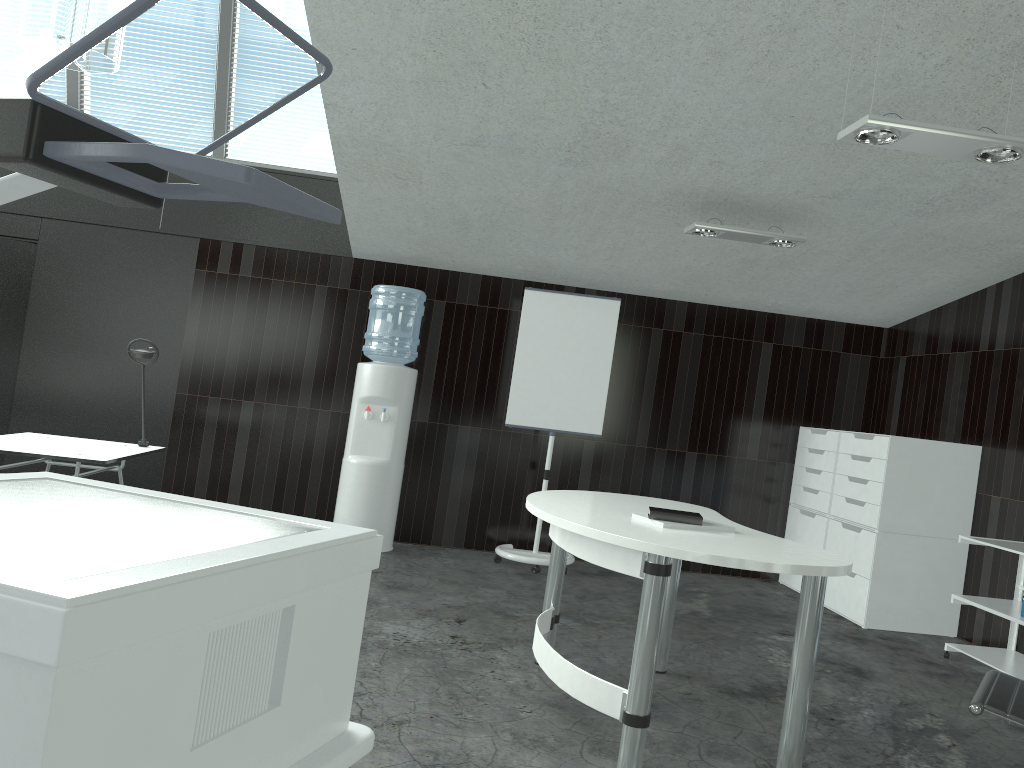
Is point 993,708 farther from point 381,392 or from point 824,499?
point 381,392

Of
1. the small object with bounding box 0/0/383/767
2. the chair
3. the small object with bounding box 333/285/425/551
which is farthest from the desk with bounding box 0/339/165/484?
the chair

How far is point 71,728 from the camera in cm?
68

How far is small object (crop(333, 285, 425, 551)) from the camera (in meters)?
5.85

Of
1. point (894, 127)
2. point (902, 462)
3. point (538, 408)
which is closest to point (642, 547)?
point (894, 127)

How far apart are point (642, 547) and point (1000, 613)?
2.8 meters

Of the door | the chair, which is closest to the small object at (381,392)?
the door

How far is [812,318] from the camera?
6.65m

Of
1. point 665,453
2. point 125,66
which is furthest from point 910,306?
point 125,66

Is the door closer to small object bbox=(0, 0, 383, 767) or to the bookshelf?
small object bbox=(0, 0, 383, 767)
